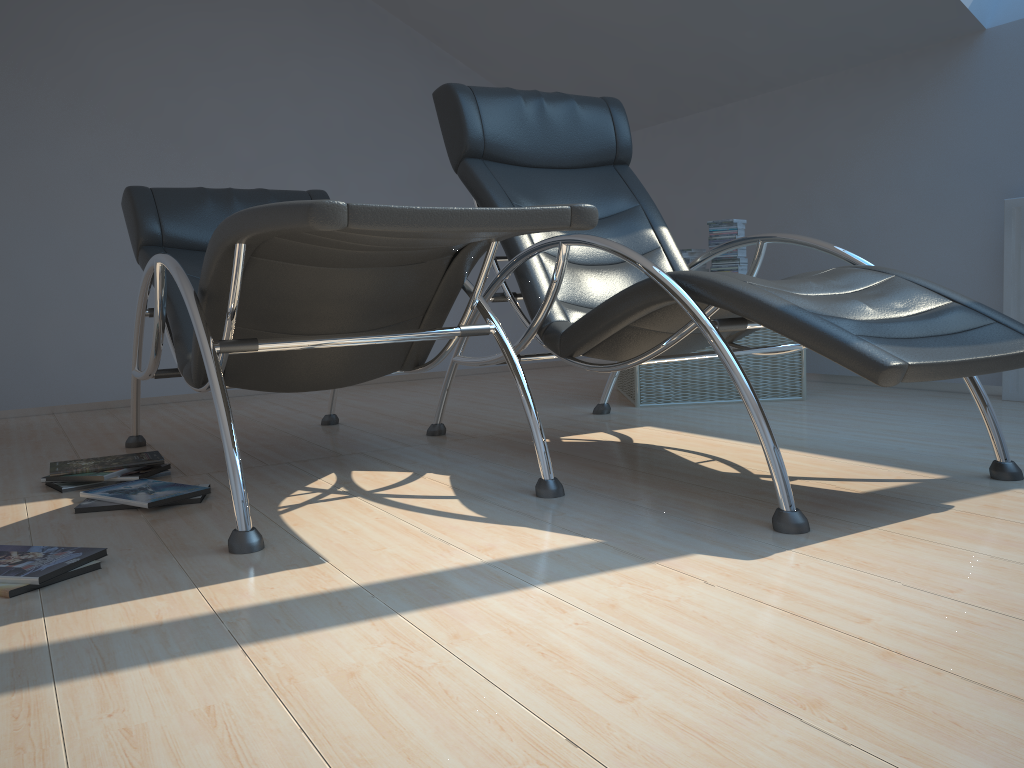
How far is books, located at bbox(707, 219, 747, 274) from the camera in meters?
3.9 m

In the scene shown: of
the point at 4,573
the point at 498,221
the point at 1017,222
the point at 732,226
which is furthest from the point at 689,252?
the point at 4,573

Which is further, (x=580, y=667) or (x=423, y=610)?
(x=423, y=610)

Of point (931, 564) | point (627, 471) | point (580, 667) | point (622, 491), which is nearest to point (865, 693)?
point (580, 667)

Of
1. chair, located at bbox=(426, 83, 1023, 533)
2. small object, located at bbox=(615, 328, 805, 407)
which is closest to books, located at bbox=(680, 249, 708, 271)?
small object, located at bbox=(615, 328, 805, 407)

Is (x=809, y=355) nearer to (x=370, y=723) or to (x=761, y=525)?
(x=761, y=525)

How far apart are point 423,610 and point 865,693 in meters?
0.7

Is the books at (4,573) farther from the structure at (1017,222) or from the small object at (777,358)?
the structure at (1017,222)

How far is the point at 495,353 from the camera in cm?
587

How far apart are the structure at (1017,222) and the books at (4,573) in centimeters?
304cm
